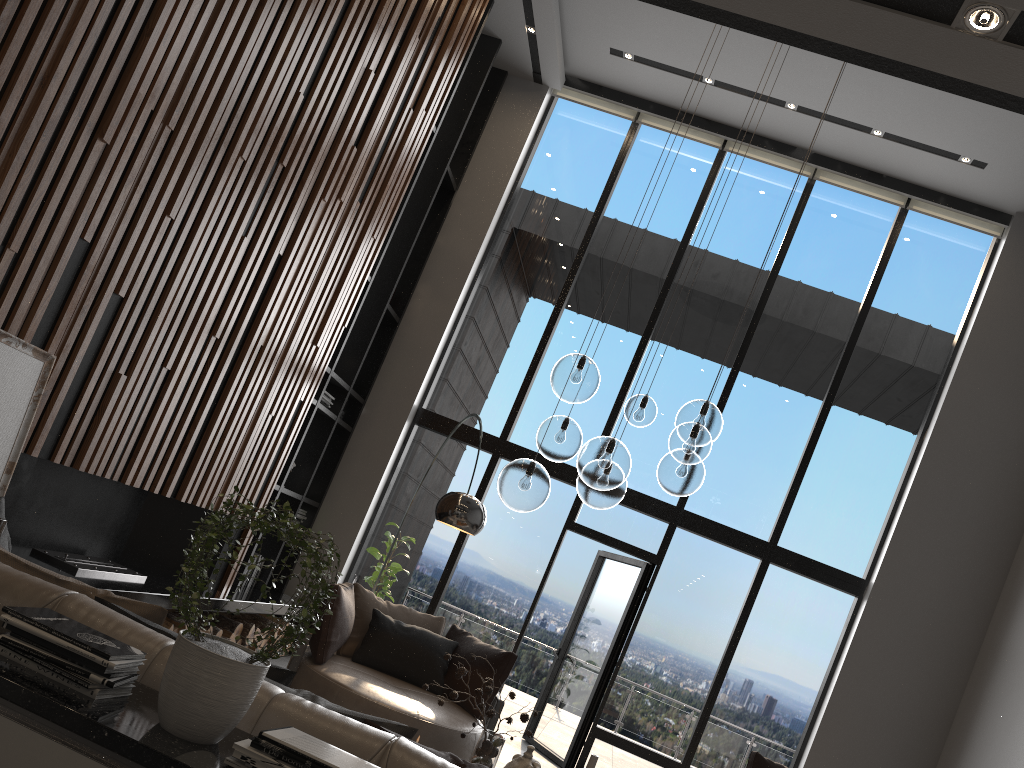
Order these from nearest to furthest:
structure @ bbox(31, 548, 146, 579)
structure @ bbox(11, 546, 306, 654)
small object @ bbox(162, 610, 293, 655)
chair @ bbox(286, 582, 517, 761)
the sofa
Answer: the sofa < structure @ bbox(11, 546, 306, 654) < structure @ bbox(31, 548, 146, 579) < chair @ bbox(286, 582, 517, 761) < small object @ bbox(162, 610, 293, 655)

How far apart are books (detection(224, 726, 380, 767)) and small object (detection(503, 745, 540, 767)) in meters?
0.3

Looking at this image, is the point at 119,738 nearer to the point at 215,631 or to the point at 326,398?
the point at 215,631

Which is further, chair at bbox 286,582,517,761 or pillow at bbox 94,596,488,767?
chair at bbox 286,582,517,761

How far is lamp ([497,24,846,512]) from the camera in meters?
3.7 m

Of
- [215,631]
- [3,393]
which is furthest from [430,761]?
[215,631]

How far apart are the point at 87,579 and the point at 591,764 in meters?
2.8

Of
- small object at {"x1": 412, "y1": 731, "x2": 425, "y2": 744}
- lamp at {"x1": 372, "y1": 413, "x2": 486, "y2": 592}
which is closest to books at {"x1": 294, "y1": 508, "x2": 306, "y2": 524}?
lamp at {"x1": 372, "y1": 413, "x2": 486, "y2": 592}

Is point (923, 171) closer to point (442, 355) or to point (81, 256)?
point (442, 355)

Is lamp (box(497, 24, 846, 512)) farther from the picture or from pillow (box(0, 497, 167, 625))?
the picture
